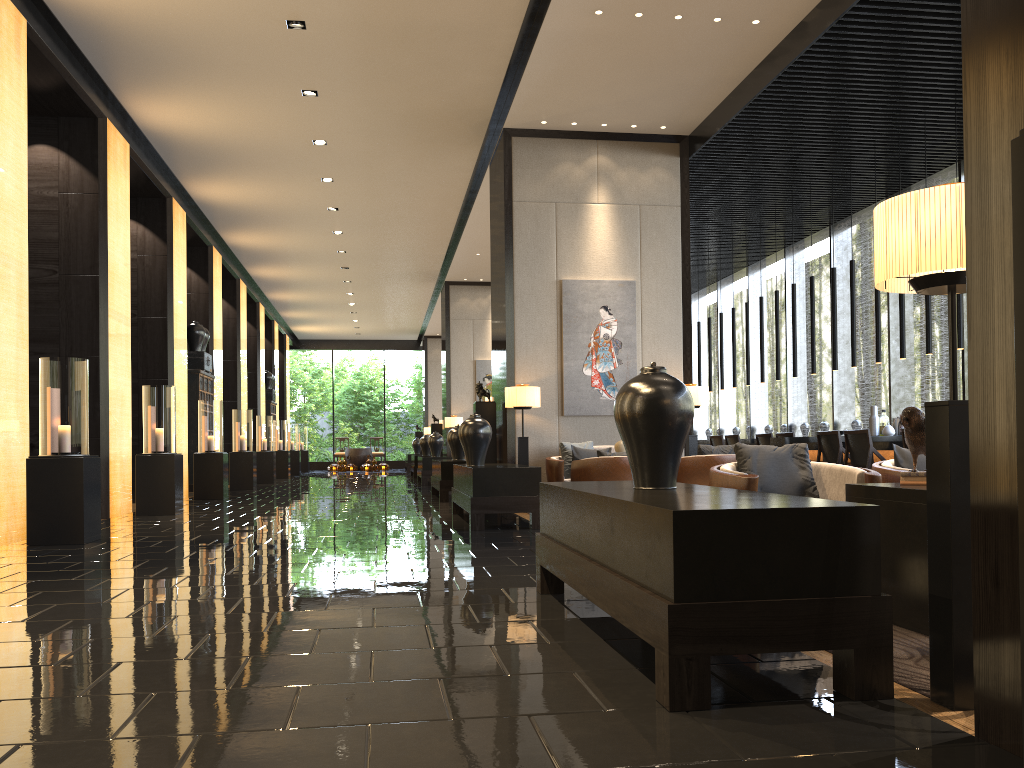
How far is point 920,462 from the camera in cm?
450

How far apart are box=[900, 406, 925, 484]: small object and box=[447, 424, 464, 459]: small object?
8.8m

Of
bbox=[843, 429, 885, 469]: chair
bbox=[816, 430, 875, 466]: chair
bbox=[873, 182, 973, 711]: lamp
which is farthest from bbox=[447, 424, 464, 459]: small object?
bbox=[873, 182, 973, 711]: lamp

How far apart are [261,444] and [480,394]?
9.4 meters

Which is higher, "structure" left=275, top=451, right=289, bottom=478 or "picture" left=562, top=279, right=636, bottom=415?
"picture" left=562, top=279, right=636, bottom=415

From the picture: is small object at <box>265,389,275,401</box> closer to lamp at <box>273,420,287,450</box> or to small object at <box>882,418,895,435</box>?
lamp at <box>273,420,287,450</box>

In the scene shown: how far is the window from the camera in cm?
1173

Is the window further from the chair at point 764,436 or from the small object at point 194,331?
the small object at point 194,331

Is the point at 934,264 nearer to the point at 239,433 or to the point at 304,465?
the point at 239,433

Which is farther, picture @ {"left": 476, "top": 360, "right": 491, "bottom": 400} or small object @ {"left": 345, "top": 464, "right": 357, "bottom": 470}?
small object @ {"left": 345, "top": 464, "right": 357, "bottom": 470}
